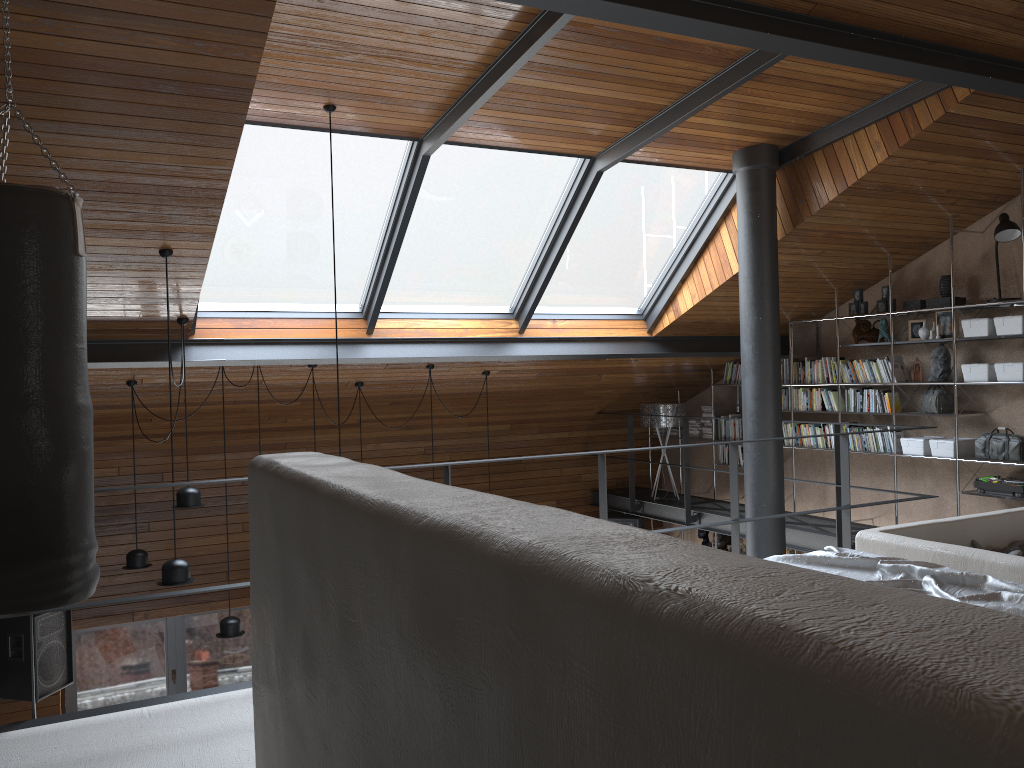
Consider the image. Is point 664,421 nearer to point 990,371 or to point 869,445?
point 869,445

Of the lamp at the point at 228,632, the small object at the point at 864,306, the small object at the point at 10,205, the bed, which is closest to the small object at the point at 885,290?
the small object at the point at 864,306

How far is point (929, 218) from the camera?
6.7 meters

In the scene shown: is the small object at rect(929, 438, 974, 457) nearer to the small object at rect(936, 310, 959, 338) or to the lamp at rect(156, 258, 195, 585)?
the small object at rect(936, 310, 959, 338)

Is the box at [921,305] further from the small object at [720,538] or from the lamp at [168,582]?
the lamp at [168,582]

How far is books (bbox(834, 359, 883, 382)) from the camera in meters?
7.4

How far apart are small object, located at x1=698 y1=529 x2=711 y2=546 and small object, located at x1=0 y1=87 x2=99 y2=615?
7.7m

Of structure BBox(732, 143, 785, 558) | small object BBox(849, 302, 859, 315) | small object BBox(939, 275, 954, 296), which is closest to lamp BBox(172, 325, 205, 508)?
structure BBox(732, 143, 785, 558)

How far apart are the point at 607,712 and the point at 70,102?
3.8 meters

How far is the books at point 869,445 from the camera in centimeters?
753cm
